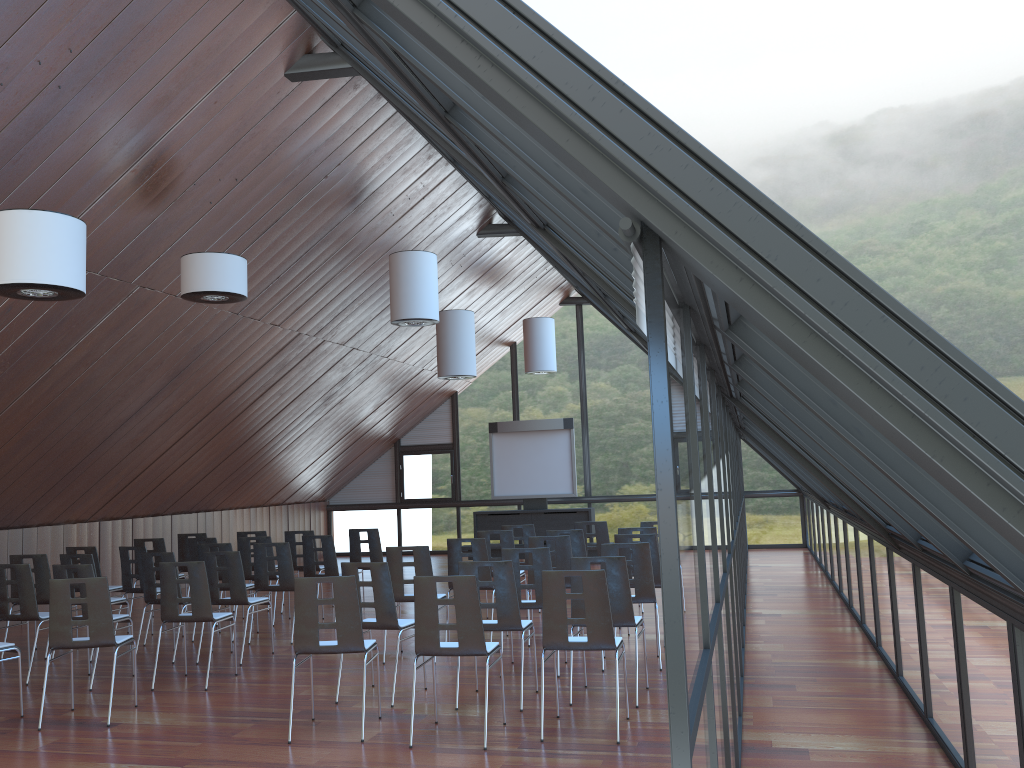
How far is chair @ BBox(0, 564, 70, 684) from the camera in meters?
9.0

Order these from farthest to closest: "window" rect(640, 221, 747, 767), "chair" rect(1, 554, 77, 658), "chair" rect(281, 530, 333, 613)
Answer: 1. "chair" rect(281, 530, 333, 613)
2. "chair" rect(1, 554, 77, 658)
3. "window" rect(640, 221, 747, 767)

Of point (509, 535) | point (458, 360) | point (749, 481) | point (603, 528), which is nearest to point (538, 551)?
point (509, 535)

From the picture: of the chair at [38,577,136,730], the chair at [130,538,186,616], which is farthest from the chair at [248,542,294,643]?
the chair at [38,577,136,730]

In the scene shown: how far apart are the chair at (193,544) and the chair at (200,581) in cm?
384

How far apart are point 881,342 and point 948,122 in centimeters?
5451cm

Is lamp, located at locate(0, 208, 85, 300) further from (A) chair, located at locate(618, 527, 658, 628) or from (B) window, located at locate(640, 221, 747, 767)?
(A) chair, located at locate(618, 527, 658, 628)

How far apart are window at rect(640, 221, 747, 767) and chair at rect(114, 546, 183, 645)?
7.2m

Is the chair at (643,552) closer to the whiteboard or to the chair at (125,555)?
the chair at (125,555)

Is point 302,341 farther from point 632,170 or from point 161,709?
point 632,170
